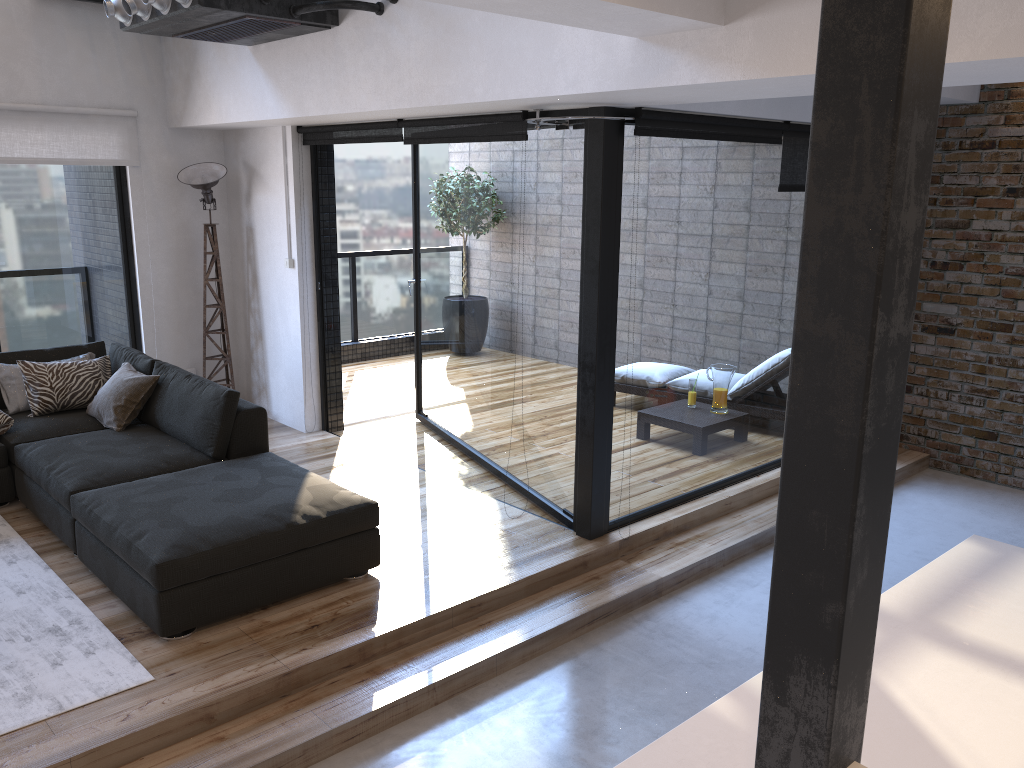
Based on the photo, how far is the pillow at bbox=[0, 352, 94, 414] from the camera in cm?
512

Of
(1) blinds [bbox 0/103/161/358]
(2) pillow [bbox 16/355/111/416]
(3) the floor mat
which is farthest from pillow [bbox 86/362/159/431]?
(1) blinds [bbox 0/103/161/358]

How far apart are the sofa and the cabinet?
2.25m

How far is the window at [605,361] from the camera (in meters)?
4.22

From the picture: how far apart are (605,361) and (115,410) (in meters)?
2.73

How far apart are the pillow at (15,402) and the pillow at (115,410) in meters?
0.4 m

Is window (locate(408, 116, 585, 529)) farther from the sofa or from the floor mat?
the floor mat

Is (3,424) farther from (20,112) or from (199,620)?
(199,620)

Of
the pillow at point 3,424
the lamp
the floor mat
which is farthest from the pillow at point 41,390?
the lamp

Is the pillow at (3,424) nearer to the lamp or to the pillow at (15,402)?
the pillow at (15,402)
